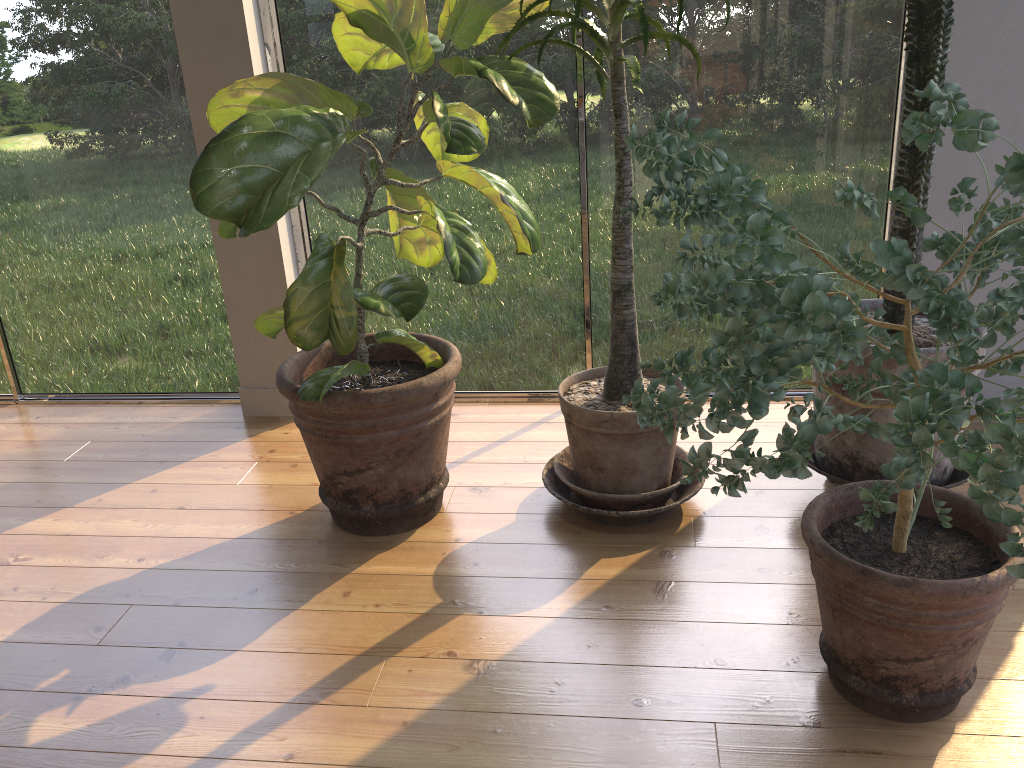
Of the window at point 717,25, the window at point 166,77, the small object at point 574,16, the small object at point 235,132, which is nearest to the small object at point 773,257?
the small object at point 574,16

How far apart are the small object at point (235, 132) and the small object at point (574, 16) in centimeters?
6cm

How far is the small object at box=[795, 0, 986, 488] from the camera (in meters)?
1.91

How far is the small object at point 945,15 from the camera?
1.91m

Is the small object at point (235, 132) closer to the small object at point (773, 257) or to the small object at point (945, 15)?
the small object at point (773, 257)

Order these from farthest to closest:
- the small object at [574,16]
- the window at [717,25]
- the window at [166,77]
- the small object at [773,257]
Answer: the window at [166,77]
the window at [717,25]
the small object at [574,16]
the small object at [773,257]

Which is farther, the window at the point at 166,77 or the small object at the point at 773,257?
the window at the point at 166,77

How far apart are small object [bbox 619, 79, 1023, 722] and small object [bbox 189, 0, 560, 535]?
0.4 meters

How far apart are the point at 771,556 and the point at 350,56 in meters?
1.7

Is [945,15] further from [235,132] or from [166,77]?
[166,77]
